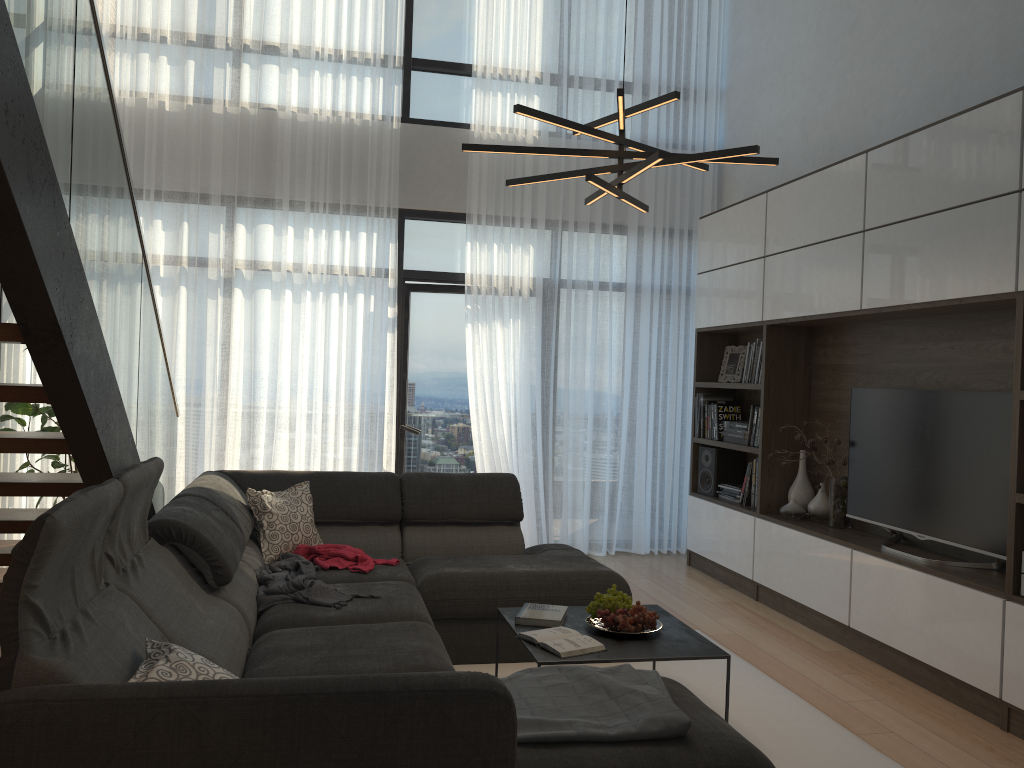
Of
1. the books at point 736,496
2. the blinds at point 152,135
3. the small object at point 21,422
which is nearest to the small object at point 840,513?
the books at point 736,496

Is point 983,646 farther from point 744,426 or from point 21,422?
point 21,422

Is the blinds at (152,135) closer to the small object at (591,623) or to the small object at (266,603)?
the small object at (266,603)

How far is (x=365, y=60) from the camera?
6.3 meters

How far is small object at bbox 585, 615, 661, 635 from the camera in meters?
3.4 m

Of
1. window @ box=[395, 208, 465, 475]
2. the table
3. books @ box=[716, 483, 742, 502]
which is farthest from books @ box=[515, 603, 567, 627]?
window @ box=[395, 208, 465, 475]

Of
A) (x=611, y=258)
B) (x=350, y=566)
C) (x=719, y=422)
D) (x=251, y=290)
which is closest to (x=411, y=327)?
(x=251, y=290)

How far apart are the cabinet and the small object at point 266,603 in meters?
2.5 m

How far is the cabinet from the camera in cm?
351

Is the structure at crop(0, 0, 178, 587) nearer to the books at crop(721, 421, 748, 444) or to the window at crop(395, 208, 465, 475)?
the window at crop(395, 208, 465, 475)
